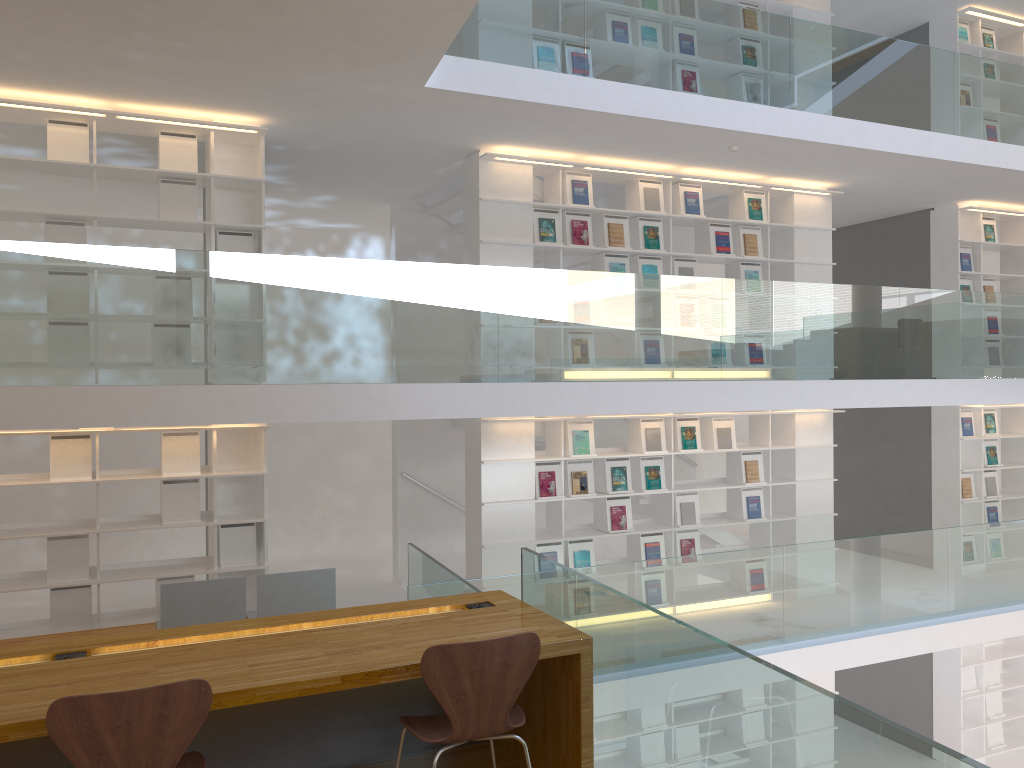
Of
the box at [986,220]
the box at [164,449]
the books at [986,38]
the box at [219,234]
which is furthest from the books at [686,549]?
the books at [986,38]

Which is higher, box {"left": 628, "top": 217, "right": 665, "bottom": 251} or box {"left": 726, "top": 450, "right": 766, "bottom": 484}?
box {"left": 628, "top": 217, "right": 665, "bottom": 251}

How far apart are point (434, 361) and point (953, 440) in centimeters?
634cm

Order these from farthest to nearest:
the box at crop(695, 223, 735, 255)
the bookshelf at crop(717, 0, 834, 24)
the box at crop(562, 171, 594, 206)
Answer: the bookshelf at crop(717, 0, 834, 24)
the box at crop(695, 223, 735, 255)
the box at crop(562, 171, 594, 206)

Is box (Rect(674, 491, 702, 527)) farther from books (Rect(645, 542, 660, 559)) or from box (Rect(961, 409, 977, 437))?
box (Rect(961, 409, 977, 437))

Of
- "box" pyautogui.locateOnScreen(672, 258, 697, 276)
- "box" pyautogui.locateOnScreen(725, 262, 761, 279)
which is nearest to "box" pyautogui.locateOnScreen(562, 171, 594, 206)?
"box" pyautogui.locateOnScreen(672, 258, 697, 276)

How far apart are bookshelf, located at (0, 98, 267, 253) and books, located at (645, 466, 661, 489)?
3.6m

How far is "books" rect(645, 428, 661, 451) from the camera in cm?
761

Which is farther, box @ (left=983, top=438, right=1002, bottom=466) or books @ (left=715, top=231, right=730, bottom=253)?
box @ (left=983, top=438, right=1002, bottom=466)

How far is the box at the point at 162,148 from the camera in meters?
6.1
